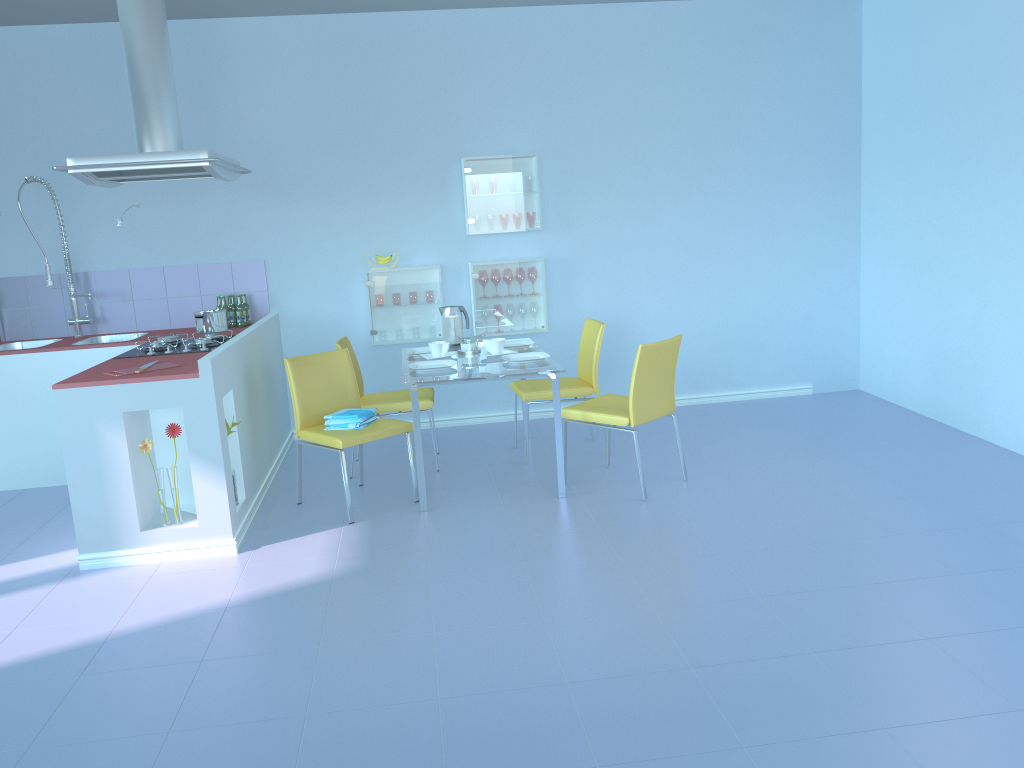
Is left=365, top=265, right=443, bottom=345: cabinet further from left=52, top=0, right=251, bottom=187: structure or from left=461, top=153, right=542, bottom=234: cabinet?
left=52, top=0, right=251, bottom=187: structure

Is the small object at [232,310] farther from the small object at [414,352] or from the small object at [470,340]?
the small object at [470,340]

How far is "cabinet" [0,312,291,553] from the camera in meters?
3.5

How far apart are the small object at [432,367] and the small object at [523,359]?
0.3 meters

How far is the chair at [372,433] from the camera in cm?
392

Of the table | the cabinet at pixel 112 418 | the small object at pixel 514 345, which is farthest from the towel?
the small object at pixel 514 345

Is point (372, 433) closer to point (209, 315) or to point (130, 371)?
point (130, 371)

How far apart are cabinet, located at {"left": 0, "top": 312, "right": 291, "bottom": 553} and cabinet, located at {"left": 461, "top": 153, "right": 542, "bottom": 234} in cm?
126

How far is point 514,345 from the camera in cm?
478

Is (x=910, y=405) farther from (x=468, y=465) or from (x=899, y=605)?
(x=899, y=605)
